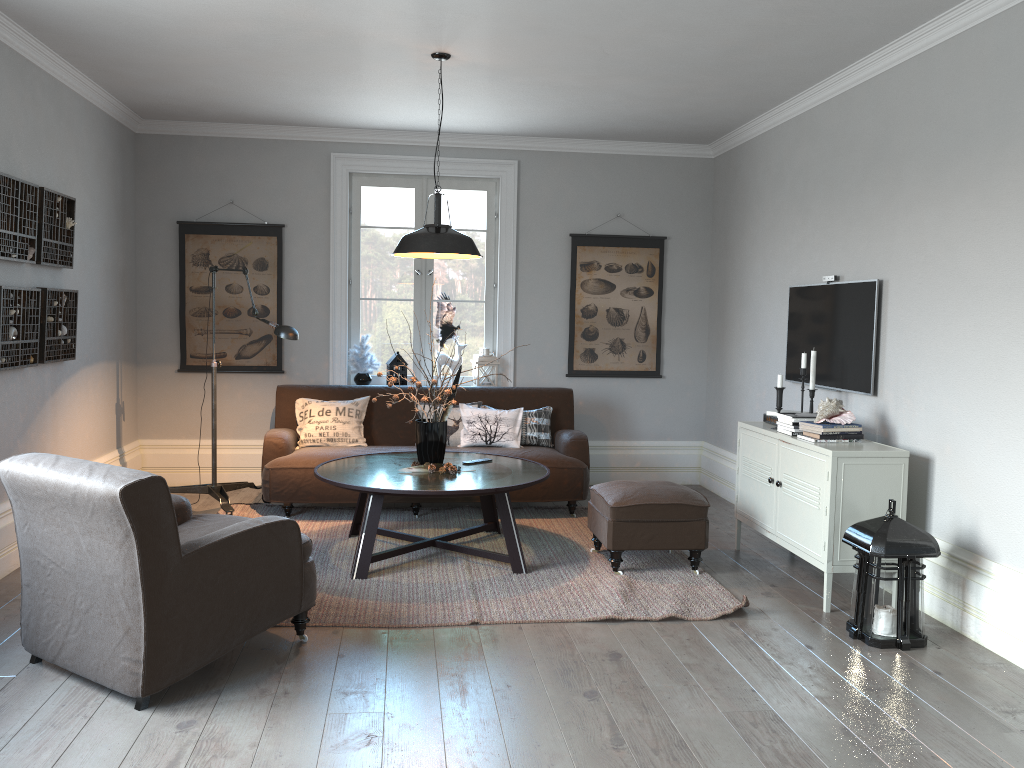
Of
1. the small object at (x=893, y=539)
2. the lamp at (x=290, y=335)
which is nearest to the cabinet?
the small object at (x=893, y=539)

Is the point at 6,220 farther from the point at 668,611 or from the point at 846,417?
the point at 846,417

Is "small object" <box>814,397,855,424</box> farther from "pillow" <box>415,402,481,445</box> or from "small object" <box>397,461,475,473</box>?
"pillow" <box>415,402,481,445</box>

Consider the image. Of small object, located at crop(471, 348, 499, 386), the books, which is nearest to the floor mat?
the books

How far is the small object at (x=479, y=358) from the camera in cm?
685

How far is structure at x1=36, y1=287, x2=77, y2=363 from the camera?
4.82m

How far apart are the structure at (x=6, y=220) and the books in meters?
4.1 m

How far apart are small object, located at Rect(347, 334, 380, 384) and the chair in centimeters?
299cm

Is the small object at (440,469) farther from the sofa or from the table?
the sofa

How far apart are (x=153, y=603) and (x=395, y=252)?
2.4m
